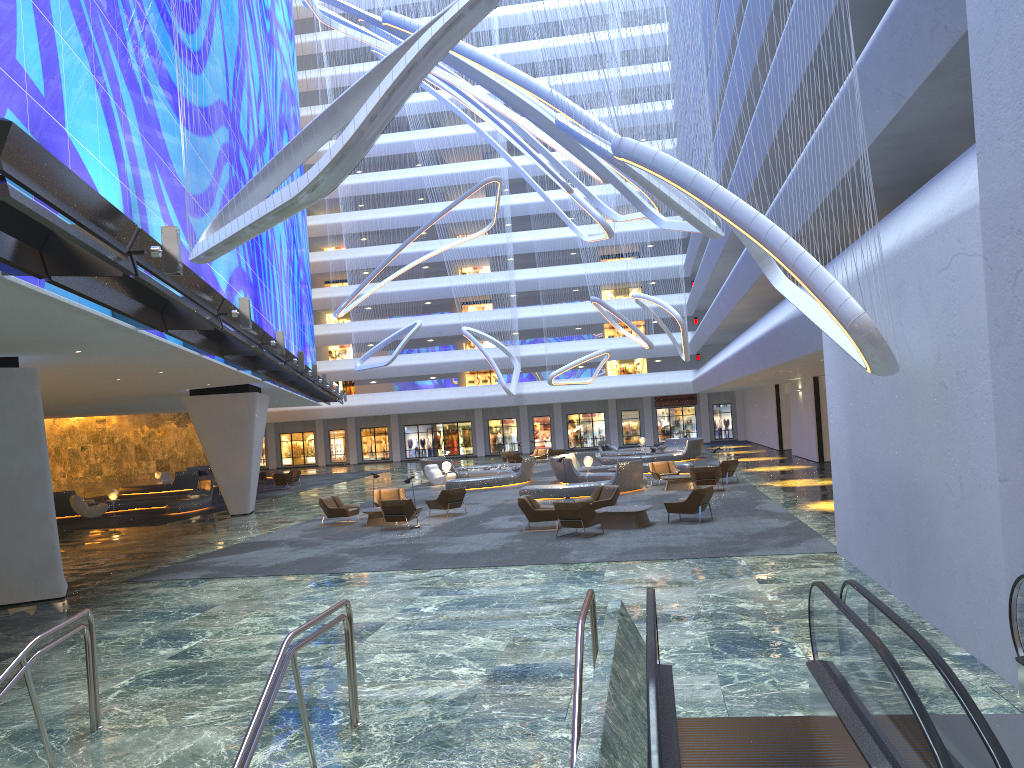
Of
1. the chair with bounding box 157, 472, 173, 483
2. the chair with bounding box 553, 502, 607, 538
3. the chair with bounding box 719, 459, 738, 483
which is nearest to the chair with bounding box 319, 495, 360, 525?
the chair with bounding box 553, 502, 607, 538

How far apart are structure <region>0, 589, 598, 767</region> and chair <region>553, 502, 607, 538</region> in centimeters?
1083cm

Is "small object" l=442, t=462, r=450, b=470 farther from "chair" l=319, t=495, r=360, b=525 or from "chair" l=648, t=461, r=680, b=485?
"chair" l=319, t=495, r=360, b=525

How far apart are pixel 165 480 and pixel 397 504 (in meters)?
31.27

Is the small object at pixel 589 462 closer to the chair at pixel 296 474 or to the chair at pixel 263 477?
the chair at pixel 296 474

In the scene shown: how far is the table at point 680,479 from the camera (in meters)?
27.29

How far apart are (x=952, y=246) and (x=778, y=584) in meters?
5.7

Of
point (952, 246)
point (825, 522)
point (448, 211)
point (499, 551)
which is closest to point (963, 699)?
point (952, 246)

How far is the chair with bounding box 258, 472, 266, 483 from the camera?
43.5 meters

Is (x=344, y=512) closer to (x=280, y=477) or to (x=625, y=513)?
(x=625, y=513)
